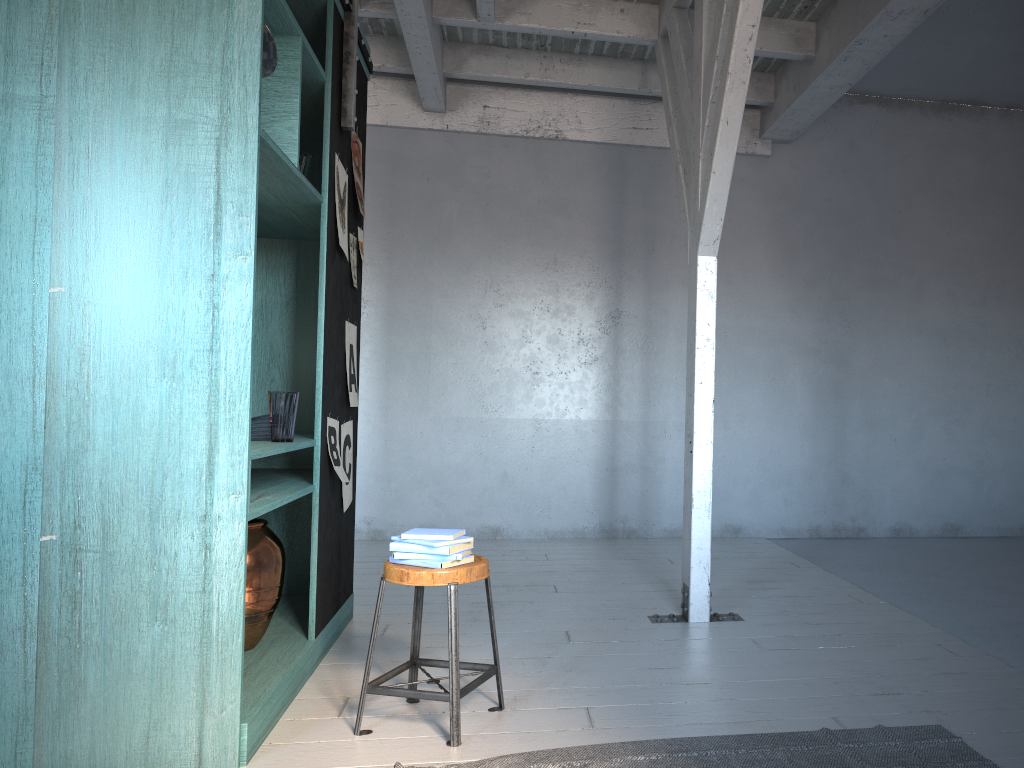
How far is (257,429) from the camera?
4.0 meters

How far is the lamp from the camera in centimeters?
334cm

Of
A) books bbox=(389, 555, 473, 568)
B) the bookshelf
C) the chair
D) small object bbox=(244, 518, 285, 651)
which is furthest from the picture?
books bbox=(389, 555, 473, 568)

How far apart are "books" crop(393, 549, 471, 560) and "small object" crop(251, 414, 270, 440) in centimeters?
99cm

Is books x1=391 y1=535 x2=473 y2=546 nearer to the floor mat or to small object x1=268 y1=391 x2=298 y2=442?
the floor mat

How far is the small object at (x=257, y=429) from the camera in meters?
4.0

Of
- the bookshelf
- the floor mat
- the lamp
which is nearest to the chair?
the floor mat

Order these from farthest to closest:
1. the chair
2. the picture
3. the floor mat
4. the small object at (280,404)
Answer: the picture → the small object at (280,404) → the chair → the floor mat

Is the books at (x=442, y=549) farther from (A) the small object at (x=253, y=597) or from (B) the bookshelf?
(A) the small object at (x=253, y=597)

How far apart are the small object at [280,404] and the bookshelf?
0.09m
